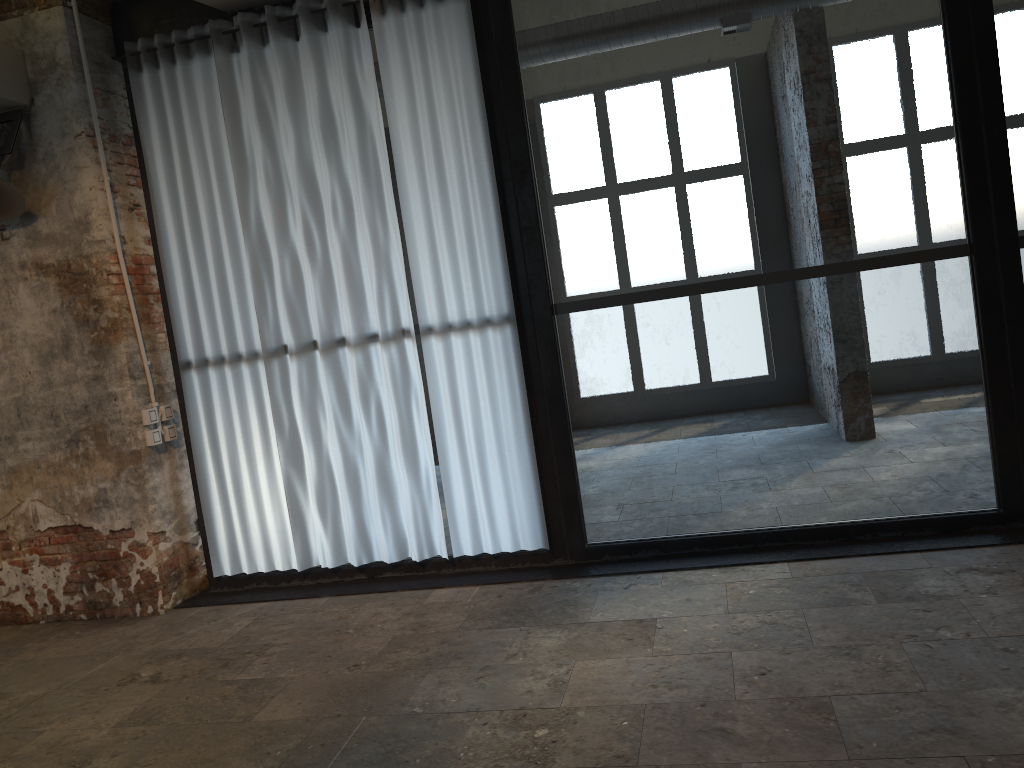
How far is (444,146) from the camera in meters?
4.7 m

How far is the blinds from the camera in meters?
4.7 m

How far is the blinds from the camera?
4.7 meters

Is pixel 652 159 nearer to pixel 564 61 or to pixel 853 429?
pixel 853 429
